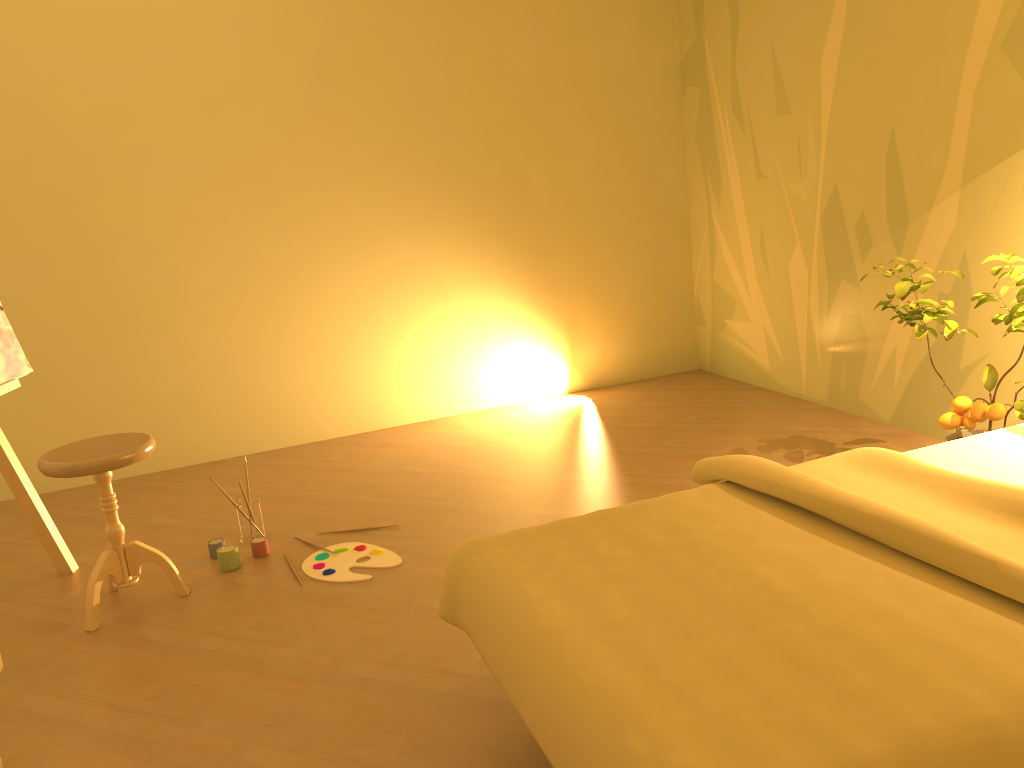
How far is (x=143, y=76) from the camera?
4.19m

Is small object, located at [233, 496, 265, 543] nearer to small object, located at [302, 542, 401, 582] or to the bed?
small object, located at [302, 542, 401, 582]

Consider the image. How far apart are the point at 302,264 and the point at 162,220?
0.7 meters

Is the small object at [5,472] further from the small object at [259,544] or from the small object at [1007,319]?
the small object at [1007,319]

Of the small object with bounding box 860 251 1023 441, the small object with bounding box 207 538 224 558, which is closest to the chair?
the small object with bounding box 207 538 224 558

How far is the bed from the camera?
1.27m

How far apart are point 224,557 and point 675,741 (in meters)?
2.25

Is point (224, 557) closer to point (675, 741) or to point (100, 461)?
point (100, 461)

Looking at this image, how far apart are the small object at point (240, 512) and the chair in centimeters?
42cm

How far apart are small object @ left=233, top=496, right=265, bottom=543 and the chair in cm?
42
